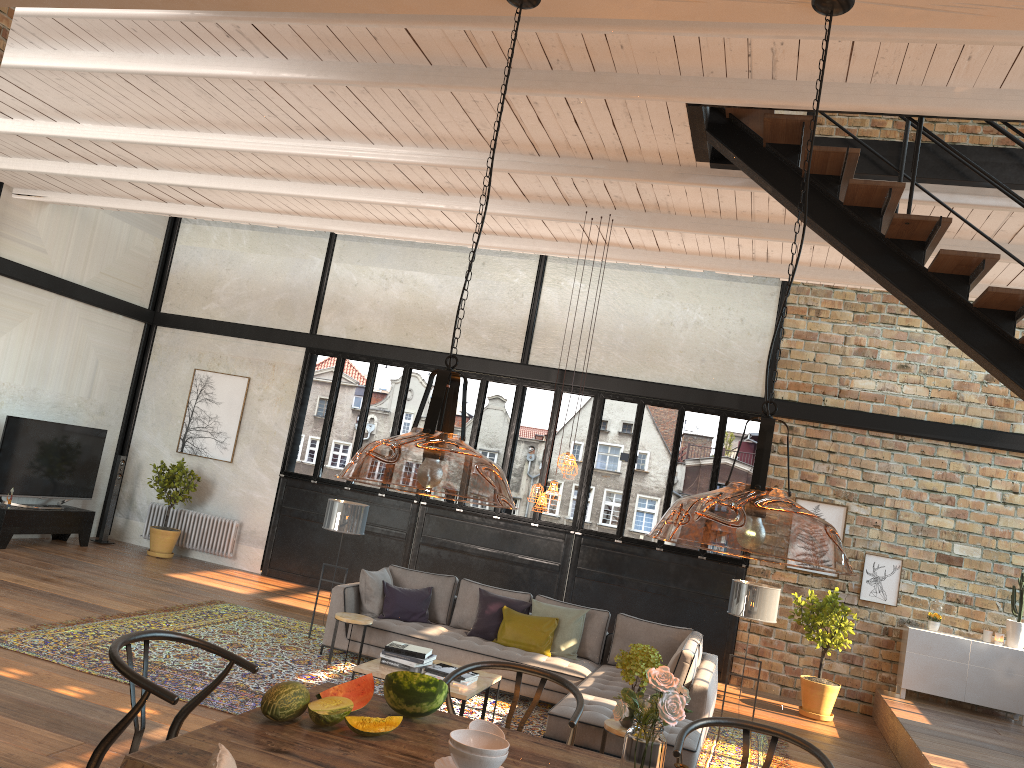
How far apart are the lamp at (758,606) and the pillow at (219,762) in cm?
642

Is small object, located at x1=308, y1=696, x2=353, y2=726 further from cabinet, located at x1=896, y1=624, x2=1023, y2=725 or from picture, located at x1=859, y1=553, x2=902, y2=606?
picture, located at x1=859, y1=553, x2=902, y2=606

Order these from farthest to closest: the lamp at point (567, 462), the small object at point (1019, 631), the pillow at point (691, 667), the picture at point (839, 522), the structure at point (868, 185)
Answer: the picture at point (839, 522)
the small object at point (1019, 631)
the lamp at point (567, 462)
the pillow at point (691, 667)
the structure at point (868, 185)

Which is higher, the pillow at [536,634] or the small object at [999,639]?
the small object at [999,639]

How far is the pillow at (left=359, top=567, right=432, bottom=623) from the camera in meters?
8.6 m

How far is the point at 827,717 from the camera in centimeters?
951cm

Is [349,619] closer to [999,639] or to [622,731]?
[622,731]

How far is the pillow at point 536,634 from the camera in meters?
8.3

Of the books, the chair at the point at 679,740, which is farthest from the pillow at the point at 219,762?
the books

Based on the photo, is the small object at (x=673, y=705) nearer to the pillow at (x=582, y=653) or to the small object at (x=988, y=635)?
the pillow at (x=582, y=653)
